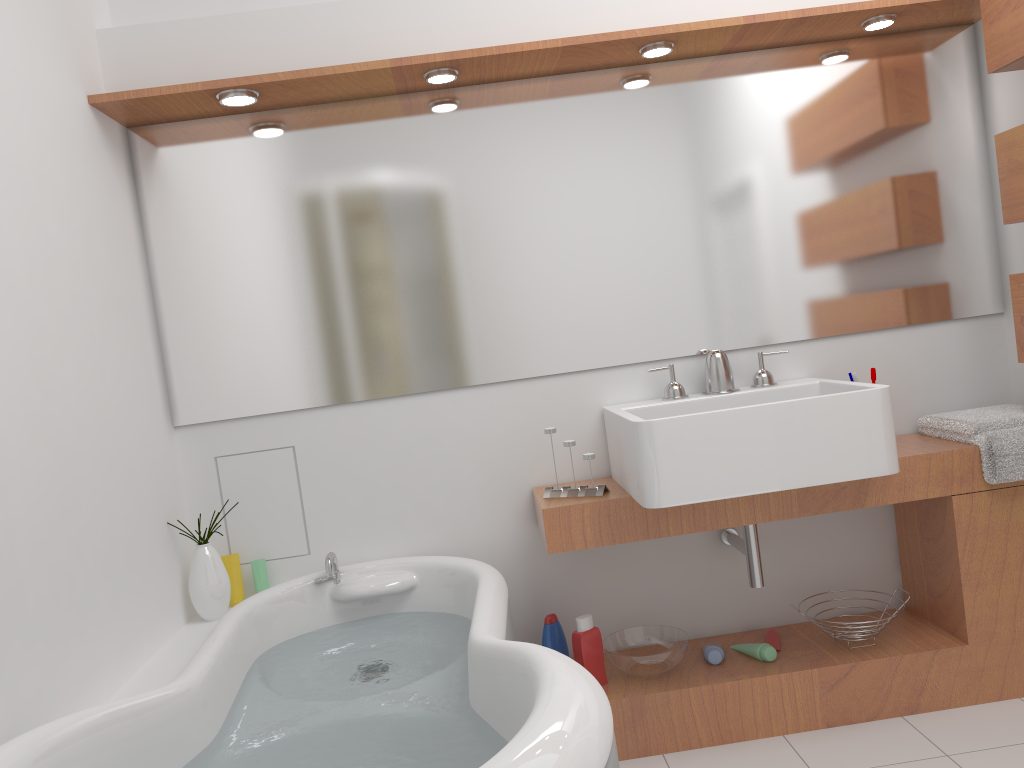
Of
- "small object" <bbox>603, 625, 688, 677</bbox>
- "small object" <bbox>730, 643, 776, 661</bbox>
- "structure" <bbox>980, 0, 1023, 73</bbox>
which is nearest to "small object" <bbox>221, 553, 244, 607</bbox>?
"small object" <bbox>603, 625, 688, 677</bbox>

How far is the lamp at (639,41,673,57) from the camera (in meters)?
2.46

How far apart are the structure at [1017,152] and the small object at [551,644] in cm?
167

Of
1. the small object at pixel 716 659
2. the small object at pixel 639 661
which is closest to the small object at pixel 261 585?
the small object at pixel 639 661

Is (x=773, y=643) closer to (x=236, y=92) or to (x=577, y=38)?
(x=577, y=38)

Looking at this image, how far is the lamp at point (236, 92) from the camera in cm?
238

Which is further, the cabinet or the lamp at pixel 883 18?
the lamp at pixel 883 18

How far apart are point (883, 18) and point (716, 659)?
1.87m

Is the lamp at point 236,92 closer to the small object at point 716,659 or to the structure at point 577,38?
the structure at point 577,38

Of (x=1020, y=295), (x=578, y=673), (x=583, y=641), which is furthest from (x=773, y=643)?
(x=578, y=673)
